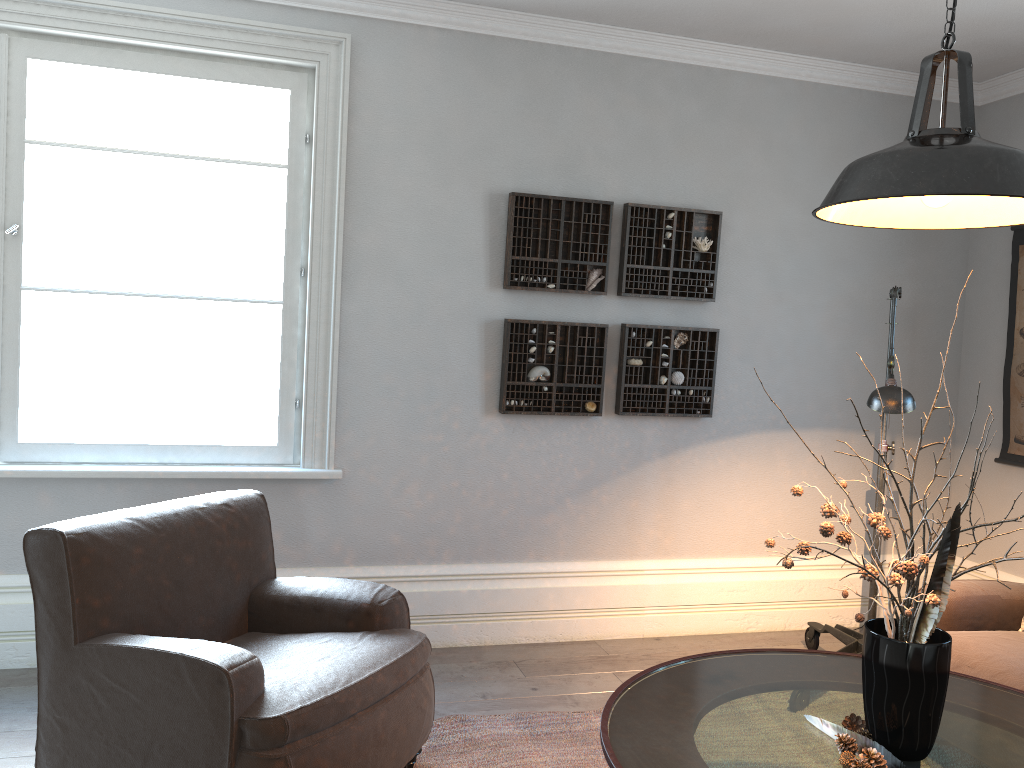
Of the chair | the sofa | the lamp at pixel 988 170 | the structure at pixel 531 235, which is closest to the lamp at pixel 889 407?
the sofa

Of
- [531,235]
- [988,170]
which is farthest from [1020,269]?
[988,170]

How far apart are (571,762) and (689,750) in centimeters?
99cm

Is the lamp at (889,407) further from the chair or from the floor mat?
the chair

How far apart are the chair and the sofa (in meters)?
1.66

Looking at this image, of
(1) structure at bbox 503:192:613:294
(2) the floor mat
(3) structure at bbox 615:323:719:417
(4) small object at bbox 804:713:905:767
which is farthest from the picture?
(4) small object at bbox 804:713:905:767

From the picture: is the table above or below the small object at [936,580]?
below

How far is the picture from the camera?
4.2m

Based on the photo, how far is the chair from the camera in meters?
2.1

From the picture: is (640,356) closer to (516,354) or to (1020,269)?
(516,354)
